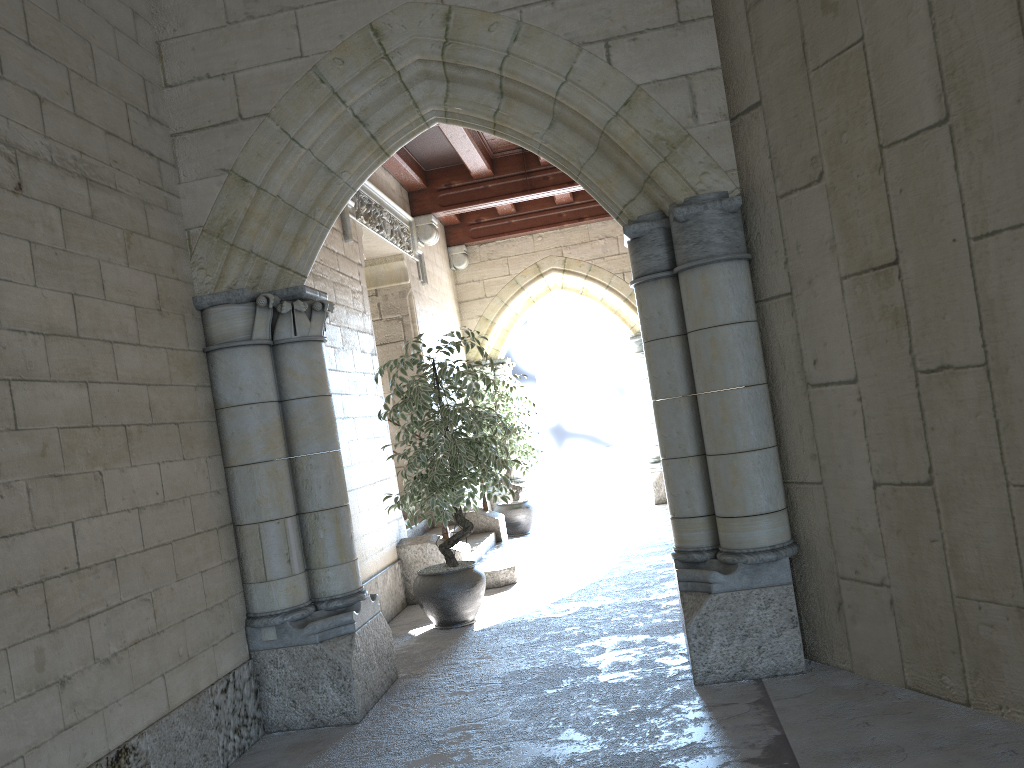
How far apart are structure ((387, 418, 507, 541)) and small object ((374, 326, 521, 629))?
1.89m

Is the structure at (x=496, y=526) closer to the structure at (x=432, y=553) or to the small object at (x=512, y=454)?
the small object at (x=512, y=454)

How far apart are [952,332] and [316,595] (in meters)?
2.50

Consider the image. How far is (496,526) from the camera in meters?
7.1 m

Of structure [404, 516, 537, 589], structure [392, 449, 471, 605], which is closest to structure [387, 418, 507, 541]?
structure [404, 516, 537, 589]

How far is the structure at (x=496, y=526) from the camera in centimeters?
714cm

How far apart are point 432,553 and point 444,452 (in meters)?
1.19

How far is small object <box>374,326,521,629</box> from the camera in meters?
4.7

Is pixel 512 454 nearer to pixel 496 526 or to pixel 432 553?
pixel 496 526

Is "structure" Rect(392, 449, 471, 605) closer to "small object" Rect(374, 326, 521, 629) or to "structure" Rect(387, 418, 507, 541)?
"small object" Rect(374, 326, 521, 629)
